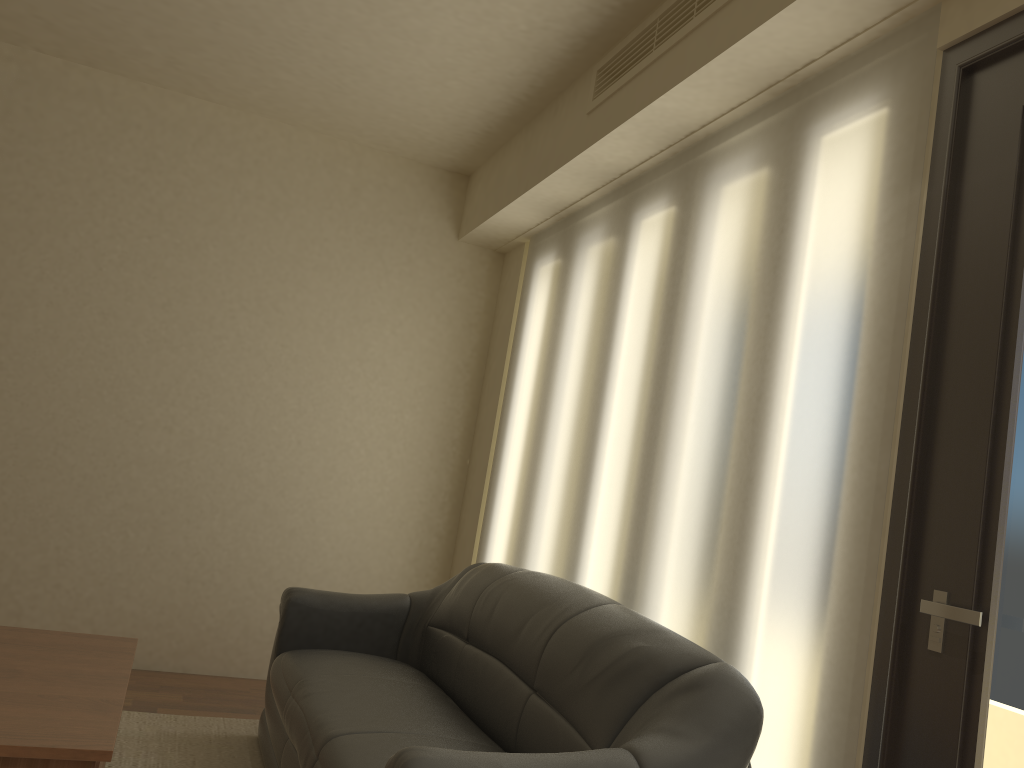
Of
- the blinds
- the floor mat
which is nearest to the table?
the floor mat

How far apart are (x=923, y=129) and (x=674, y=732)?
1.6m

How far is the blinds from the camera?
2.21m

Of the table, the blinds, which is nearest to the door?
the blinds

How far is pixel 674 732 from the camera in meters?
2.1 m

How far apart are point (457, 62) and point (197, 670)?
3.3m

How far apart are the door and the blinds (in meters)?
0.03

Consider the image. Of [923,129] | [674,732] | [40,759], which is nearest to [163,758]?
[40,759]

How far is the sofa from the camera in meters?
2.1

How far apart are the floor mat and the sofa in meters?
0.1 m
